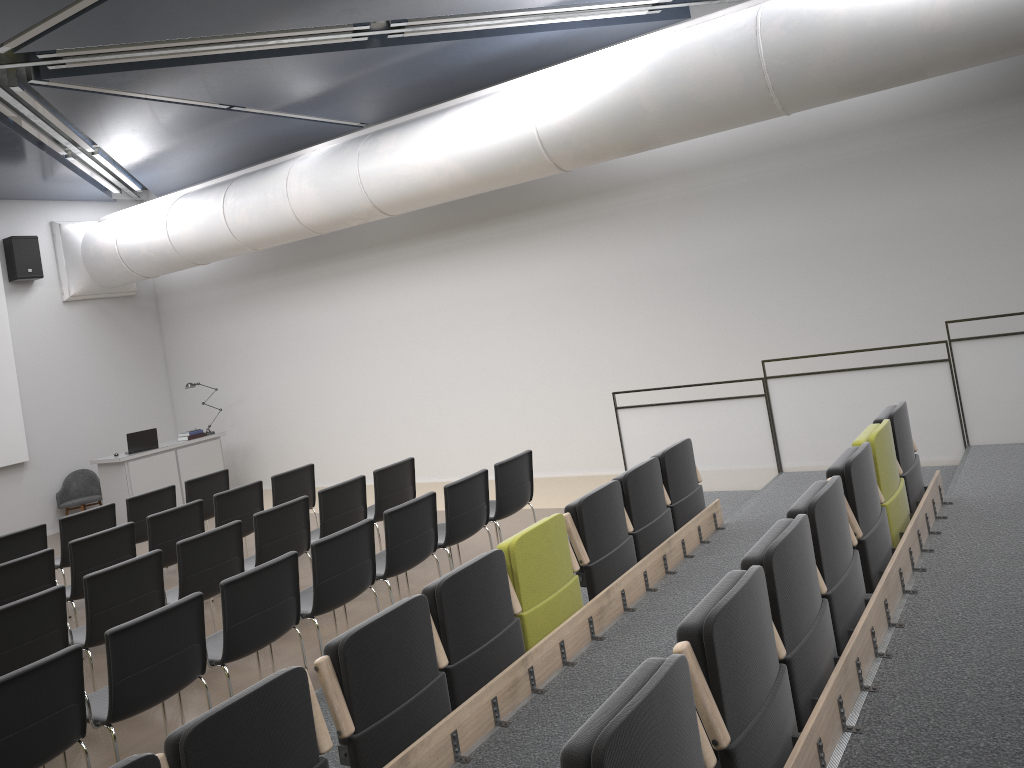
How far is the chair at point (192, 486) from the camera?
9.3m

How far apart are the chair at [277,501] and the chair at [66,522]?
1.6m

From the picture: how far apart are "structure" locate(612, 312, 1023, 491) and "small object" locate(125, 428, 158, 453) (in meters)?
7.02

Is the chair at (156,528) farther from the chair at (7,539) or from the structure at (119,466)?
the structure at (119,466)

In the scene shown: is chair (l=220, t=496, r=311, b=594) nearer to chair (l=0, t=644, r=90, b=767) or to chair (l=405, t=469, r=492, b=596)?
chair (l=405, t=469, r=492, b=596)

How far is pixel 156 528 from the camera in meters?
7.5 m

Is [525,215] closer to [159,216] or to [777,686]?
[159,216]

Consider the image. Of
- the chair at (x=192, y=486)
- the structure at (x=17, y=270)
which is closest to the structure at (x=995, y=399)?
the chair at (x=192, y=486)

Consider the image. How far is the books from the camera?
12.7 meters

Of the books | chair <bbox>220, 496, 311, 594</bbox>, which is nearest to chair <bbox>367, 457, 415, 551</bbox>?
chair <bbox>220, 496, 311, 594</bbox>
